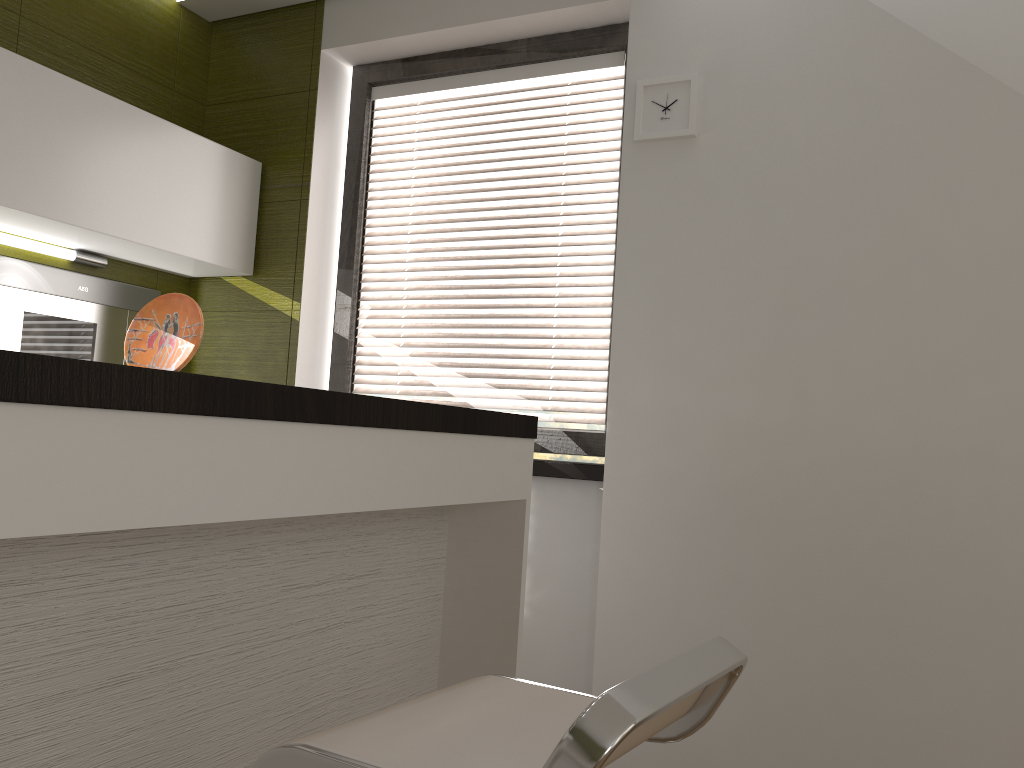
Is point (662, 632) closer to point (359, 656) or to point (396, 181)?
point (359, 656)

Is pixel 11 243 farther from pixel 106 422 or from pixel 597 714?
pixel 597 714

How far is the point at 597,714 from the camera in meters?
0.8

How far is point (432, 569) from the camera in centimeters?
209cm

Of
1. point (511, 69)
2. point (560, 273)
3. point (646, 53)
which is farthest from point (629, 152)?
point (511, 69)

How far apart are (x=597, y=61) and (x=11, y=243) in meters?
2.0 m

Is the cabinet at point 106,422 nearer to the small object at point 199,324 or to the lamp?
the small object at point 199,324

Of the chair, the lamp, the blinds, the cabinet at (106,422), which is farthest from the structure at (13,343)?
the chair

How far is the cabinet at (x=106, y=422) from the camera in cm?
103

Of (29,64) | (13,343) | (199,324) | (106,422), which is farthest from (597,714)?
(13,343)
